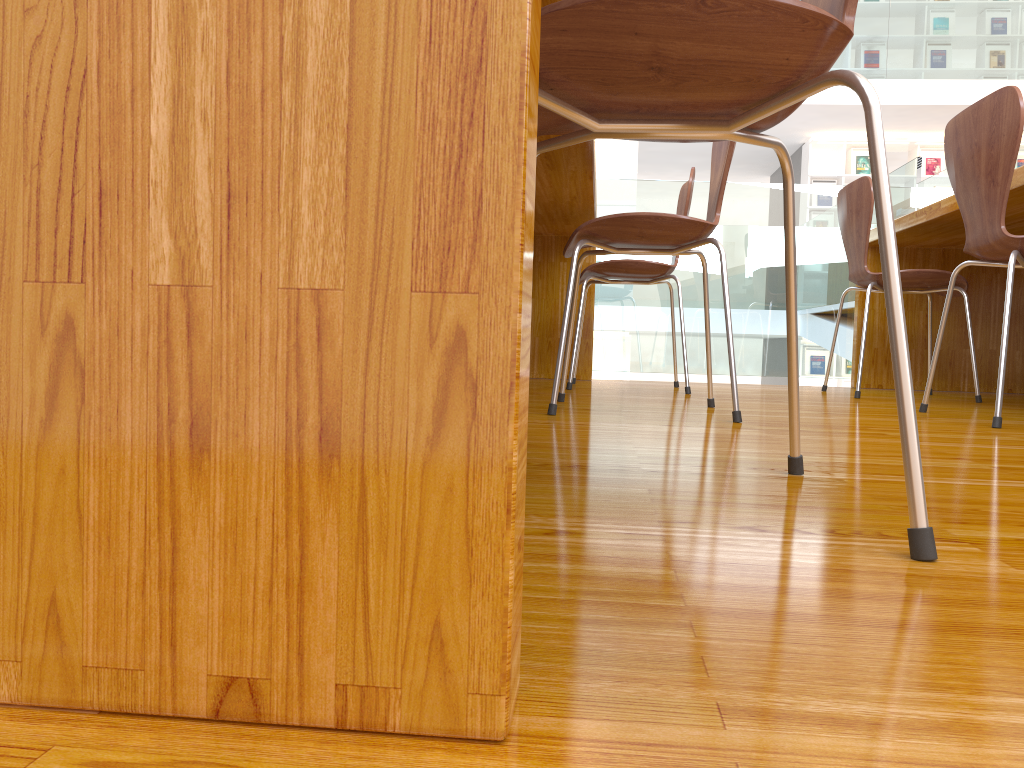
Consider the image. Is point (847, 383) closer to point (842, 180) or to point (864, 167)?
point (842, 180)

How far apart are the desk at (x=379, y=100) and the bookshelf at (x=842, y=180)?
6.5m

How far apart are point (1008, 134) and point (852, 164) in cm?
793

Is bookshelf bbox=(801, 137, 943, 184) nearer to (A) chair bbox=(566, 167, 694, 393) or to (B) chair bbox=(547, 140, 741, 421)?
(A) chair bbox=(566, 167, 694, 393)

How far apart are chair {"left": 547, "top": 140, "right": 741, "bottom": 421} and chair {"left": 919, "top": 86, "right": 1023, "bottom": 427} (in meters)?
0.53

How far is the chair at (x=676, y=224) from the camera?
1.7 meters

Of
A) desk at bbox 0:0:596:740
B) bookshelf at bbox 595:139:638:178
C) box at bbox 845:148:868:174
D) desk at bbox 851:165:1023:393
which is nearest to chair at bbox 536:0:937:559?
desk at bbox 0:0:596:740

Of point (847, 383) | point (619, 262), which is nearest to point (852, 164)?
point (847, 383)

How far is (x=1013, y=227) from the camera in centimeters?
284cm

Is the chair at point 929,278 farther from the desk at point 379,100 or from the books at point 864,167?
the books at point 864,167
